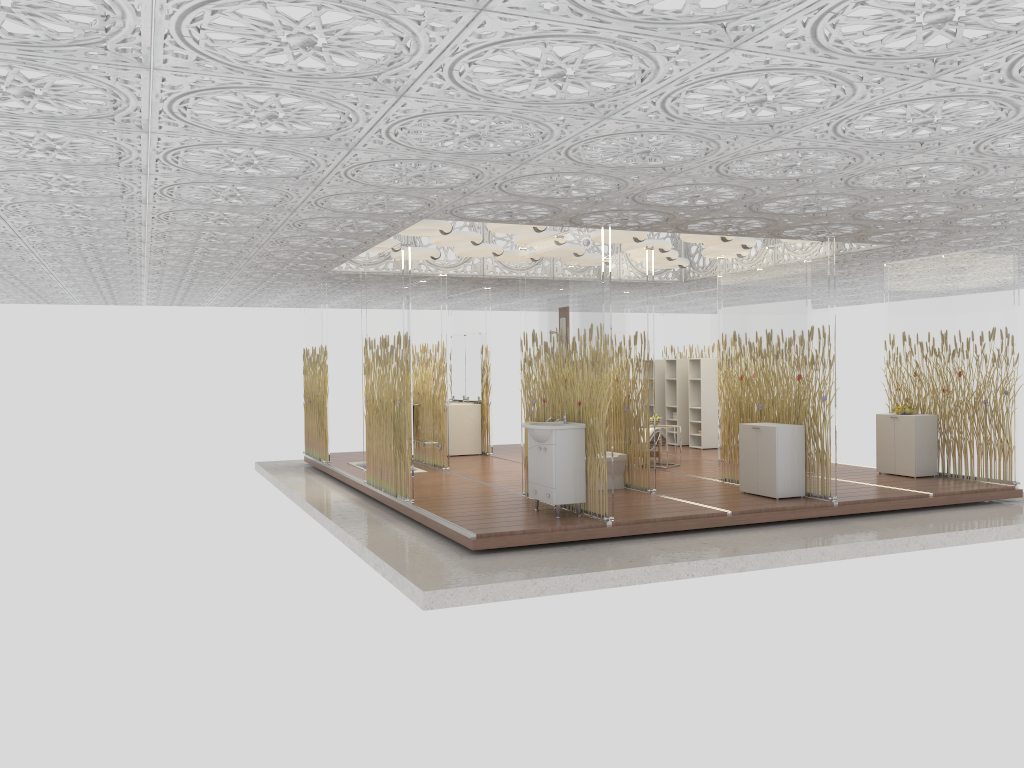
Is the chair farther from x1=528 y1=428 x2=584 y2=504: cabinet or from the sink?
x1=528 y1=428 x2=584 y2=504: cabinet

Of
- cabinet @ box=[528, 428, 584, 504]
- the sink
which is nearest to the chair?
the sink

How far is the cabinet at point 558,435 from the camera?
7.9m

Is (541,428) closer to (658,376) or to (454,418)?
(454,418)

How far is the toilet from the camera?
9.70m

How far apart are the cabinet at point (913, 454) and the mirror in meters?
5.9

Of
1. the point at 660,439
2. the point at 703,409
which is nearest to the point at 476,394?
the point at 660,439

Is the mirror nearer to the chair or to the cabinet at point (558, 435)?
the chair

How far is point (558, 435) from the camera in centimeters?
785cm

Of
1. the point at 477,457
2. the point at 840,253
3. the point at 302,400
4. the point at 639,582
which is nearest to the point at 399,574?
the point at 639,582
